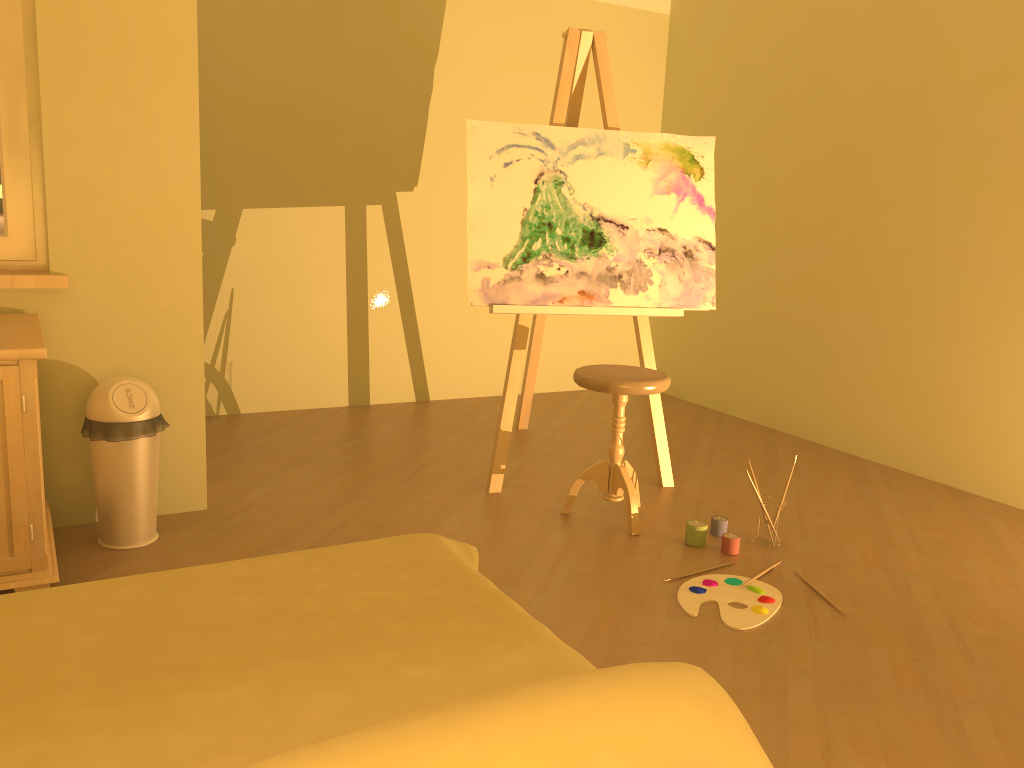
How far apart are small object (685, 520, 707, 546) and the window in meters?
2.3

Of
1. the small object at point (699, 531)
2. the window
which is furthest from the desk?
the small object at point (699, 531)

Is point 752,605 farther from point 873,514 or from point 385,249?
point 385,249

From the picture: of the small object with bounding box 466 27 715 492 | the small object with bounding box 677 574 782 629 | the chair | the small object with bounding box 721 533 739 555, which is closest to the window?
the small object with bounding box 466 27 715 492

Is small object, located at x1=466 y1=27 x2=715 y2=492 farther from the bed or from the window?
the bed

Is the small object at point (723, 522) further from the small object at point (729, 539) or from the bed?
the bed

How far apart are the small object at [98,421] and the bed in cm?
121

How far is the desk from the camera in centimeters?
219cm

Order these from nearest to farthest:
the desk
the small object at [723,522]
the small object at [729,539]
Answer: the desk → the small object at [729,539] → the small object at [723,522]

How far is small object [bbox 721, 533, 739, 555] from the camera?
2.98m
